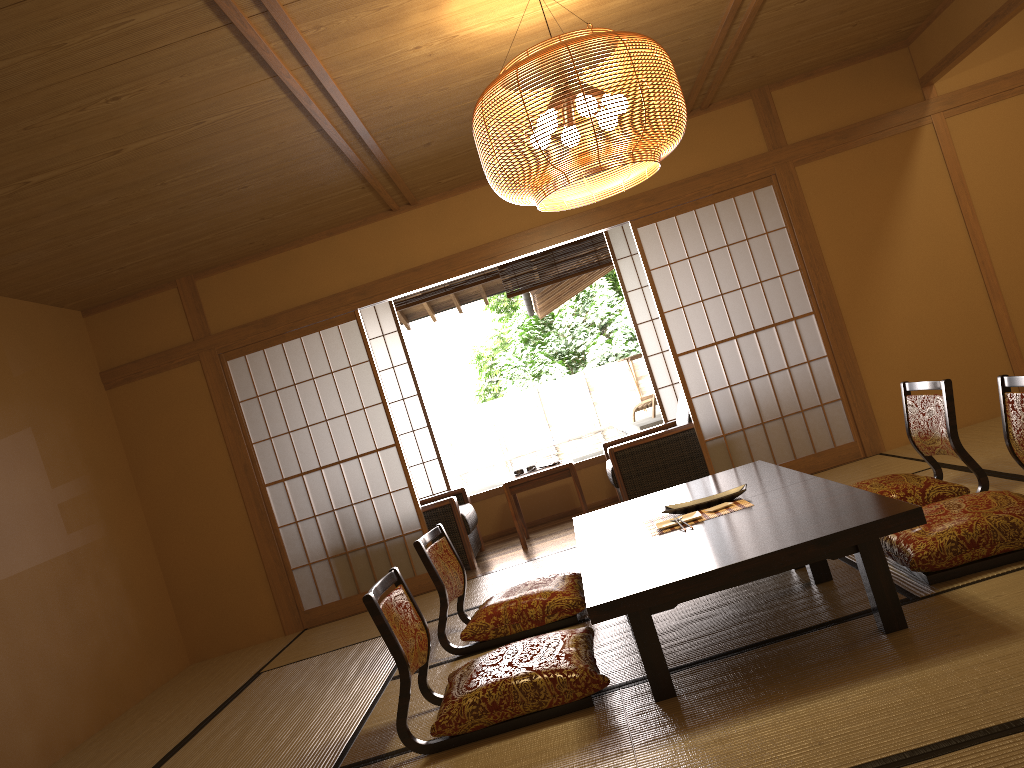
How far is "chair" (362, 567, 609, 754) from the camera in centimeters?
275cm

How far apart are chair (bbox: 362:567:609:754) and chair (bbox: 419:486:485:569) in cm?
295

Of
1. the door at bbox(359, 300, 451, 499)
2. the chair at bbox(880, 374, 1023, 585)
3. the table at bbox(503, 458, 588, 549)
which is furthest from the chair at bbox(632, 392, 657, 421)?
the chair at bbox(880, 374, 1023, 585)

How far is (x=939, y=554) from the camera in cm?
288

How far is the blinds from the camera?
7.6m

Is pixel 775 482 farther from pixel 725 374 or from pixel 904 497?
pixel 725 374

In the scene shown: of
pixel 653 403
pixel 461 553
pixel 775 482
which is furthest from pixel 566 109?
pixel 653 403

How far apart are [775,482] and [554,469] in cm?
283

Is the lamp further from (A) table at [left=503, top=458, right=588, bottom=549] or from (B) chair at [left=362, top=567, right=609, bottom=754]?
(A) table at [left=503, top=458, right=588, bottom=549]

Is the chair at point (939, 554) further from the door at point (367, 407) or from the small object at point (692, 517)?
the door at point (367, 407)
